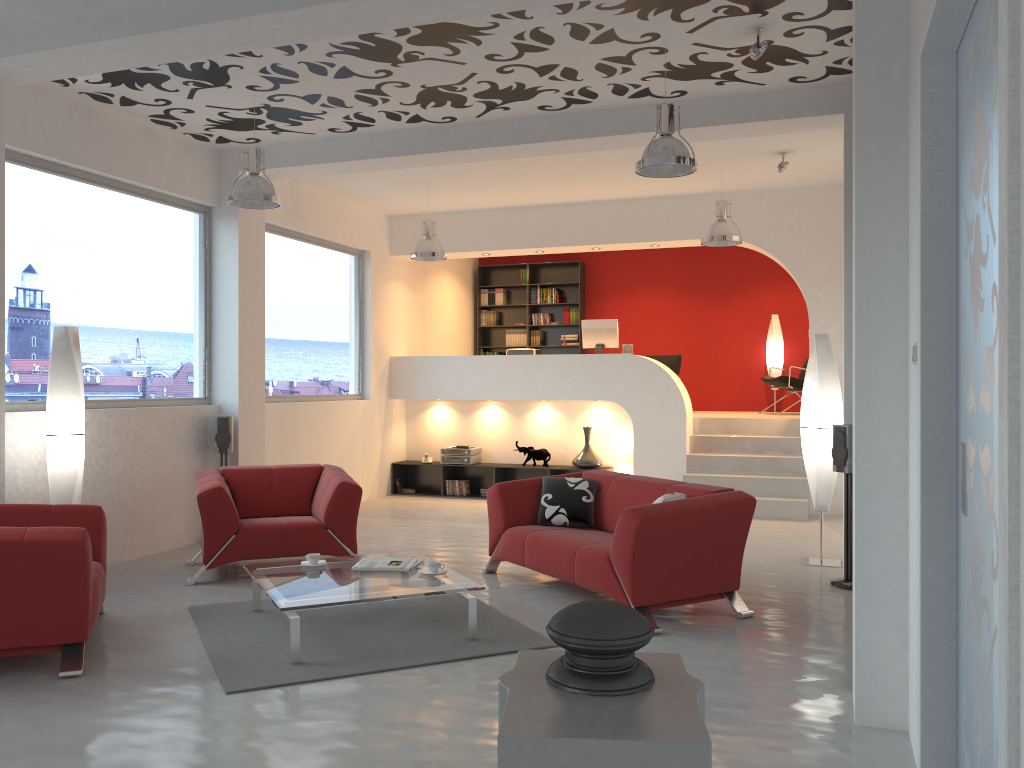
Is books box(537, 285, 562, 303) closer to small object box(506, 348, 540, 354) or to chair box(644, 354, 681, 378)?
chair box(644, 354, 681, 378)

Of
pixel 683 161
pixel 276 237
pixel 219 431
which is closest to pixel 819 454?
pixel 683 161

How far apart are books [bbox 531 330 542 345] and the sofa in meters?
6.9 m

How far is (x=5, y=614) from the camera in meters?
4.2 m

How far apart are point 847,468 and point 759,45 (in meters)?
2.80

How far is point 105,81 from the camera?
6.2m

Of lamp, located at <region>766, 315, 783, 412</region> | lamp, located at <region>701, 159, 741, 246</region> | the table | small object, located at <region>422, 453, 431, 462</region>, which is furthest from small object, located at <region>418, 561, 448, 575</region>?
lamp, located at <region>766, 315, 783, 412</region>

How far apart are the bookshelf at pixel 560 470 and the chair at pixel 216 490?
3.66m

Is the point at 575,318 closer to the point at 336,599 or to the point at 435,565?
the point at 435,565

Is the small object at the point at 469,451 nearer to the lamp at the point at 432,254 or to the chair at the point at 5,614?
the lamp at the point at 432,254
